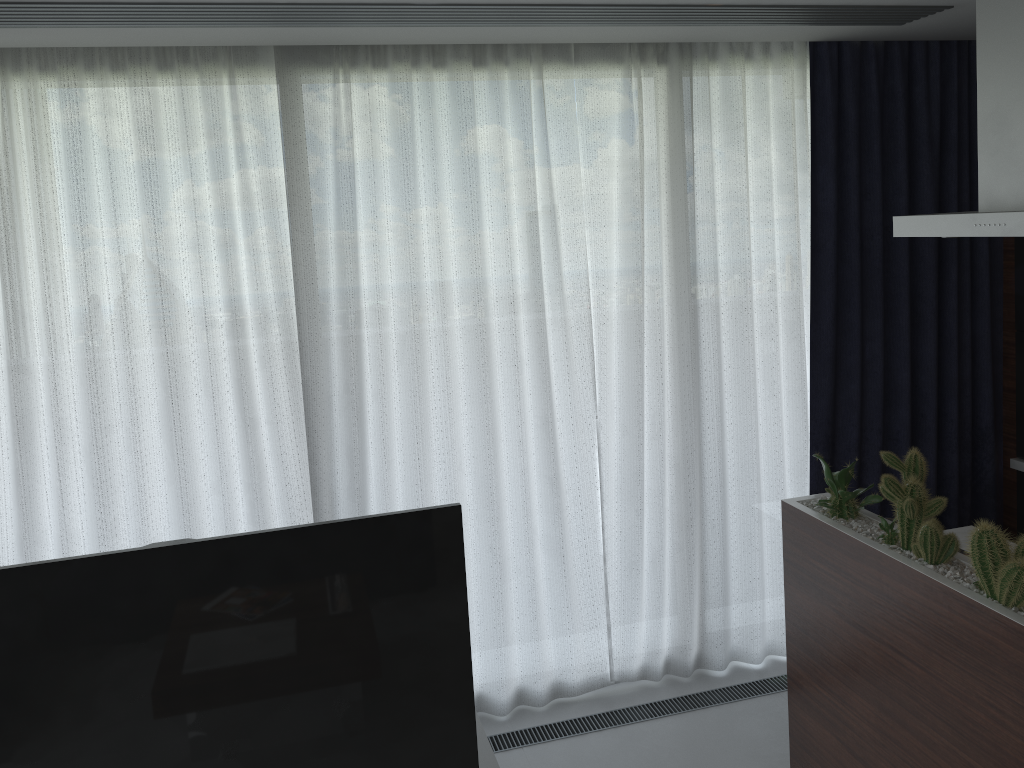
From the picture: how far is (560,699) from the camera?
3.7m

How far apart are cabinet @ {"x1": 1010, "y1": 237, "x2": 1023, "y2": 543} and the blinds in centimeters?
7cm

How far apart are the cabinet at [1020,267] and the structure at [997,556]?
1.5 meters

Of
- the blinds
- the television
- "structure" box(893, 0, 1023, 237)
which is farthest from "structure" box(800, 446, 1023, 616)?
the television

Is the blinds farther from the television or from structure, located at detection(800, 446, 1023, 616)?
the television

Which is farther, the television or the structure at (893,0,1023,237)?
the structure at (893,0,1023,237)

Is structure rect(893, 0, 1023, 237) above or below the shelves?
above

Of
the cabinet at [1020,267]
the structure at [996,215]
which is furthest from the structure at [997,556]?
the cabinet at [1020,267]

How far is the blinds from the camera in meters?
3.0 m

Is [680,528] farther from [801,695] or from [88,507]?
[88,507]
